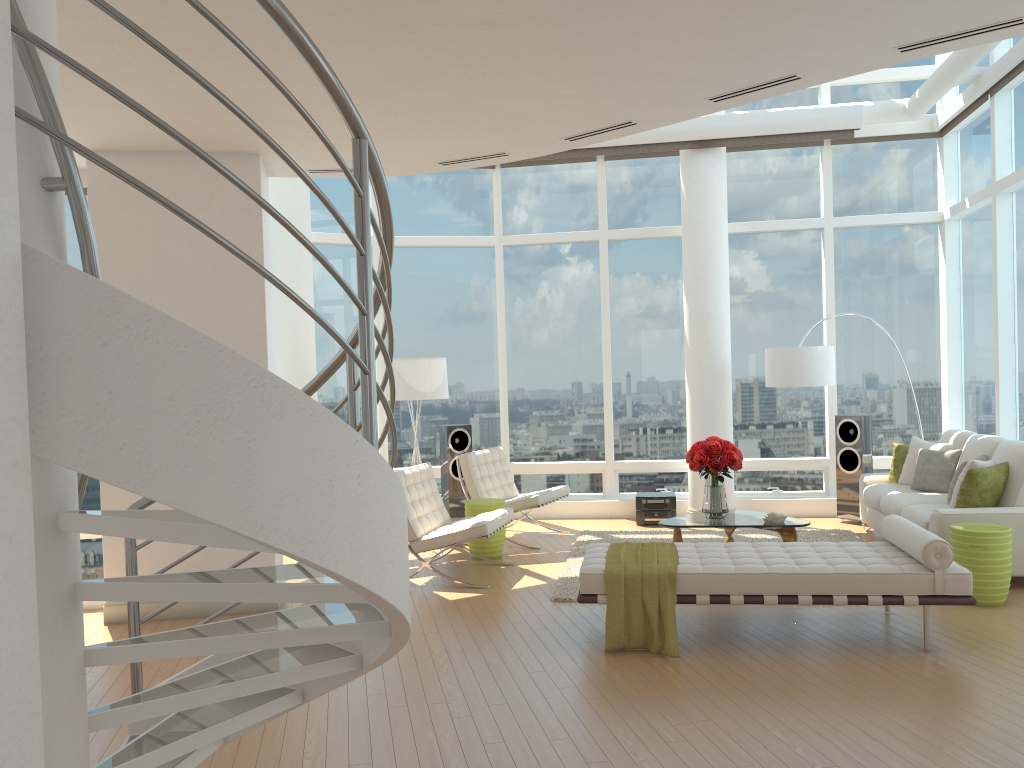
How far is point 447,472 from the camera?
9.9 meters

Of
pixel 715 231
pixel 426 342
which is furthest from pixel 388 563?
pixel 426 342

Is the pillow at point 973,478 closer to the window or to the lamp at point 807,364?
the window

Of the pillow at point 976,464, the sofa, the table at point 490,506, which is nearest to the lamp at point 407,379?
the table at point 490,506

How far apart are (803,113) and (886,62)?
4.5 meters

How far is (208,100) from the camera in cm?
531

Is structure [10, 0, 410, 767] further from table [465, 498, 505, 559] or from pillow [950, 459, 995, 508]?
pillow [950, 459, 995, 508]

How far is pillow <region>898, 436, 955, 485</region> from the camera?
8.39m

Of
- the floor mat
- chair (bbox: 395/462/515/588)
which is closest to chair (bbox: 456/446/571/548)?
the floor mat

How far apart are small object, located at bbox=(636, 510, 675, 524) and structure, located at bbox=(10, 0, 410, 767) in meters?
6.7 m
